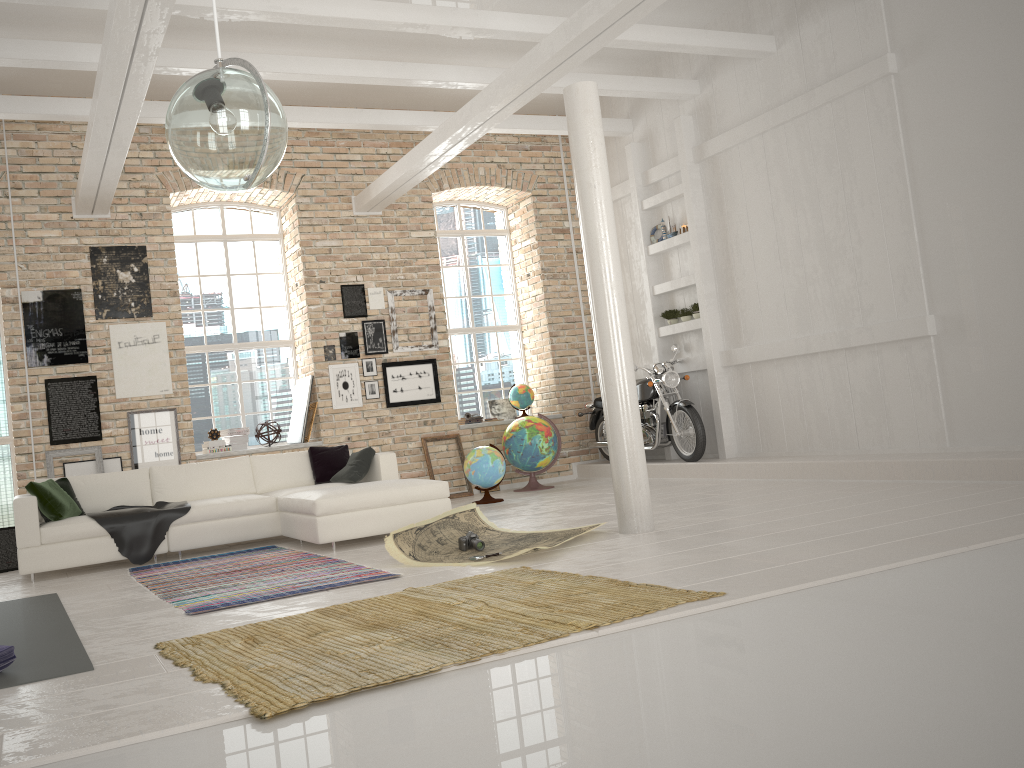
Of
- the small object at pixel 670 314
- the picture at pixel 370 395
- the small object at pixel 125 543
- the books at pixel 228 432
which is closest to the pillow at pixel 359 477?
the small object at pixel 125 543

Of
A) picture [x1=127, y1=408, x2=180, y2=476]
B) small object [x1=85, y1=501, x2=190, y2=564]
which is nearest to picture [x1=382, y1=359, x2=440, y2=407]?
picture [x1=127, y1=408, x2=180, y2=476]

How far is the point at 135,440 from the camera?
9.3 meters

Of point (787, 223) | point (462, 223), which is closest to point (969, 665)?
point (787, 223)

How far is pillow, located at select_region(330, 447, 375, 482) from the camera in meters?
8.0 m

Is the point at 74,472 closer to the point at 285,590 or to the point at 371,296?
the point at 371,296

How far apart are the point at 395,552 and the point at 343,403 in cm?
465

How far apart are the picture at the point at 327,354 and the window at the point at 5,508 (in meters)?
3.52

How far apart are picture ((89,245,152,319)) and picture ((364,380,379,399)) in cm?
263

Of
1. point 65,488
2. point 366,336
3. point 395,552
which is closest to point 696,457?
point 366,336
